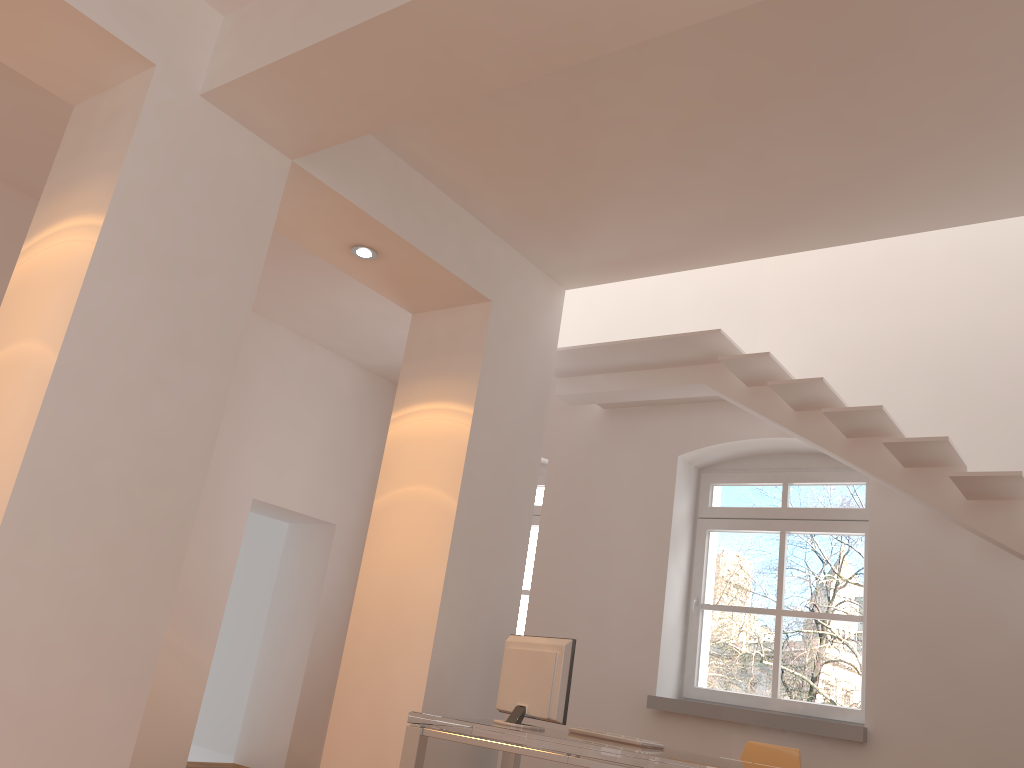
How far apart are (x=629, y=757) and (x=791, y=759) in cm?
165

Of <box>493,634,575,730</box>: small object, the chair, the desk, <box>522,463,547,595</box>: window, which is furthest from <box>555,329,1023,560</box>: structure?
<box>493,634,575,730</box>: small object

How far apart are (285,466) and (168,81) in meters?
4.1 m

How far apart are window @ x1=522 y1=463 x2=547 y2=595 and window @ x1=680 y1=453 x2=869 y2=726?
1.4 meters

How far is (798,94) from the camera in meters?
3.7

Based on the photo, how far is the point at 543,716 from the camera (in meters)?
4.02

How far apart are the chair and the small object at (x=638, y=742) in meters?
1.0 m

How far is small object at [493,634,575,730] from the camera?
4.0 meters

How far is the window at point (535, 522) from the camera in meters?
7.2 m

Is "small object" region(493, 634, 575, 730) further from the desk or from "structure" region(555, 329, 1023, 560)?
"structure" region(555, 329, 1023, 560)
